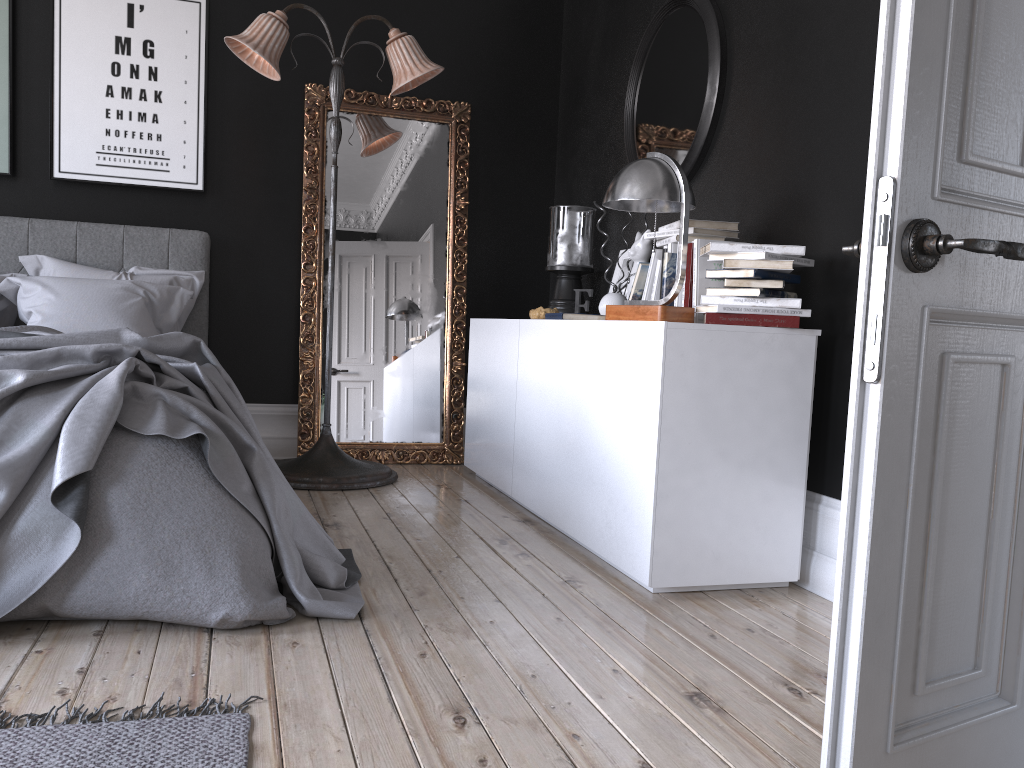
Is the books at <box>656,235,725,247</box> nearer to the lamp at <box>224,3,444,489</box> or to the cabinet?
the cabinet

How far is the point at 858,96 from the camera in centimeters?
290cm

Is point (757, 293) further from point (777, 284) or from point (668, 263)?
point (668, 263)

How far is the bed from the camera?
2.3 meters

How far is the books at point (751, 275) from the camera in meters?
2.9

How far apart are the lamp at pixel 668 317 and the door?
1.5 meters

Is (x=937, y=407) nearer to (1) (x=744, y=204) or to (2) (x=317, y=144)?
(1) (x=744, y=204)

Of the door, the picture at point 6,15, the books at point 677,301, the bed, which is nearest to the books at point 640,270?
the books at point 677,301

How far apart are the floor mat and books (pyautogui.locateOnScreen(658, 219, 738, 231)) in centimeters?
230cm

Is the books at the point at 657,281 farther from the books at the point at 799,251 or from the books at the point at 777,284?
the books at the point at 777,284
